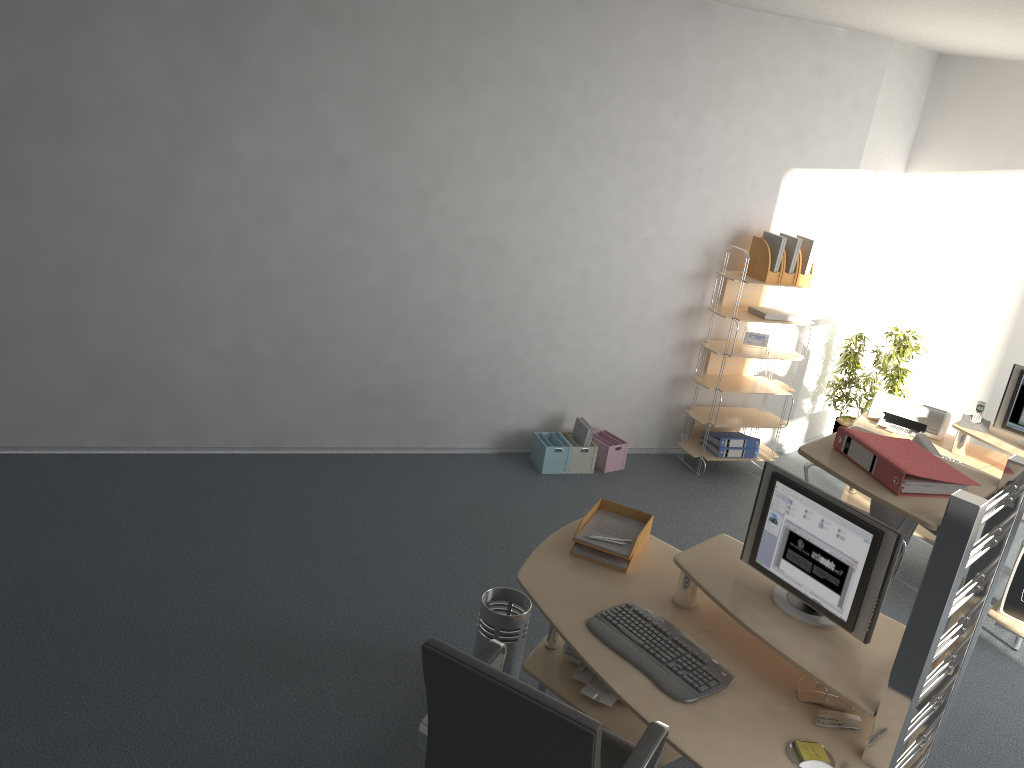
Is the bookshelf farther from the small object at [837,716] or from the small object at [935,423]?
the small object at [837,716]

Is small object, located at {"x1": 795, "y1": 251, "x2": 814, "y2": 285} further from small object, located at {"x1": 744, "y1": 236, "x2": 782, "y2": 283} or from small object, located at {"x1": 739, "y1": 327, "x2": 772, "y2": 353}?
small object, located at {"x1": 739, "y1": 327, "x2": 772, "y2": 353}

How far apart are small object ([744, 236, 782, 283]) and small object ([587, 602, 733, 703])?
3.3m

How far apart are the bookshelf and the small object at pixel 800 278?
0.07m

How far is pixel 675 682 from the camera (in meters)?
2.68

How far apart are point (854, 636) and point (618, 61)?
3.78m

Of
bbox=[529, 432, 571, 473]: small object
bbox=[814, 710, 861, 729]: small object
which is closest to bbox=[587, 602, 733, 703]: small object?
bbox=[814, 710, 861, 729]: small object

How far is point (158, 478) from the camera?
5.0 meters

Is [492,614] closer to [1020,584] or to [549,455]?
[549,455]

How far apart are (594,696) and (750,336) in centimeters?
338cm
